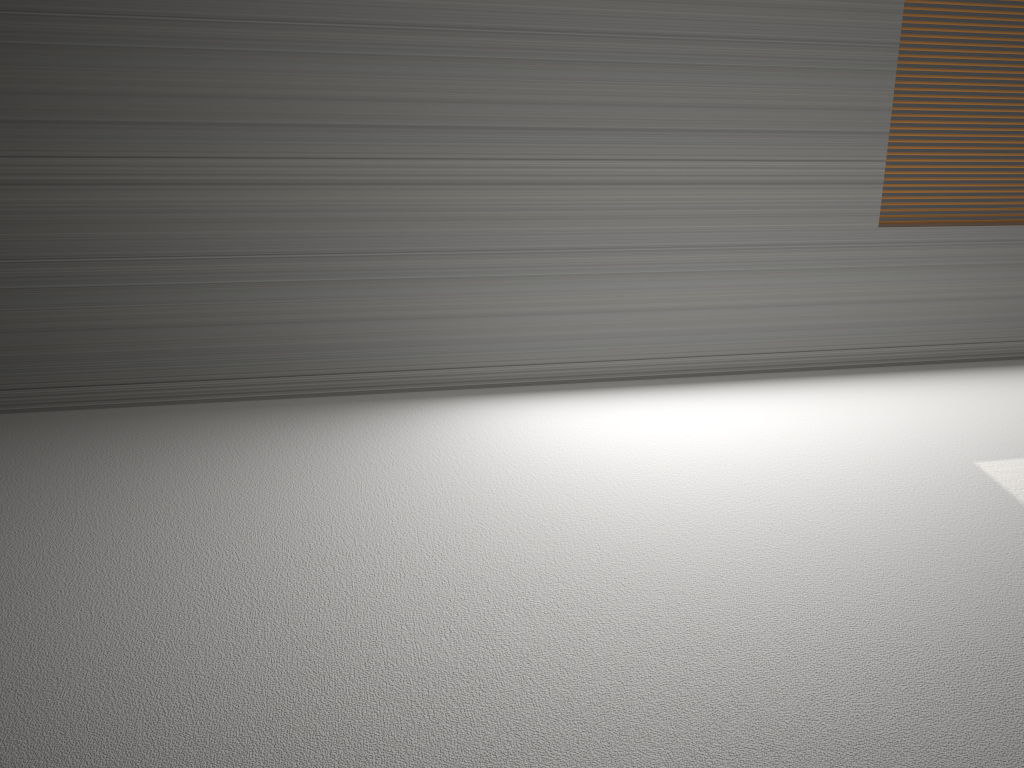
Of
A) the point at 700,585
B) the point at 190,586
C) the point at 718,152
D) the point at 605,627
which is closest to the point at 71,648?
the point at 190,586

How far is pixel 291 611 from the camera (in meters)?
2.14
